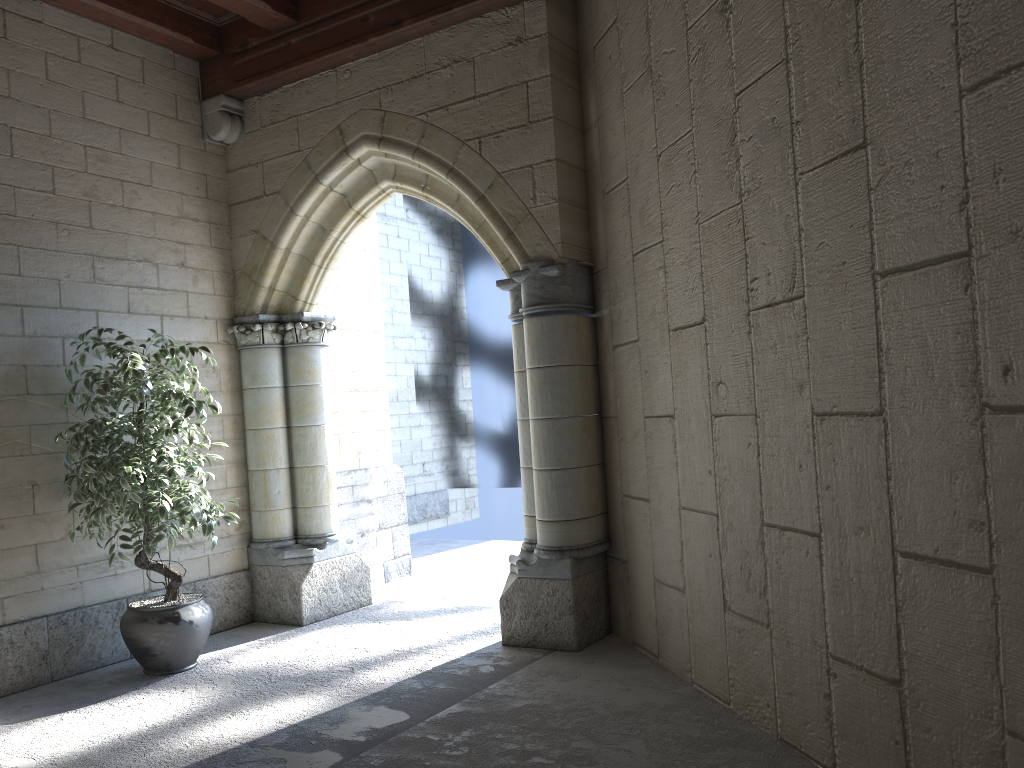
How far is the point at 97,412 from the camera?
3.78m

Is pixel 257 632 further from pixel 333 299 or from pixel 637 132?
pixel 637 132

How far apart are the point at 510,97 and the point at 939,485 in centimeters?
280cm

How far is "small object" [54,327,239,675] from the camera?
3.78m

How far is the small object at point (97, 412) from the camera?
3.8m
